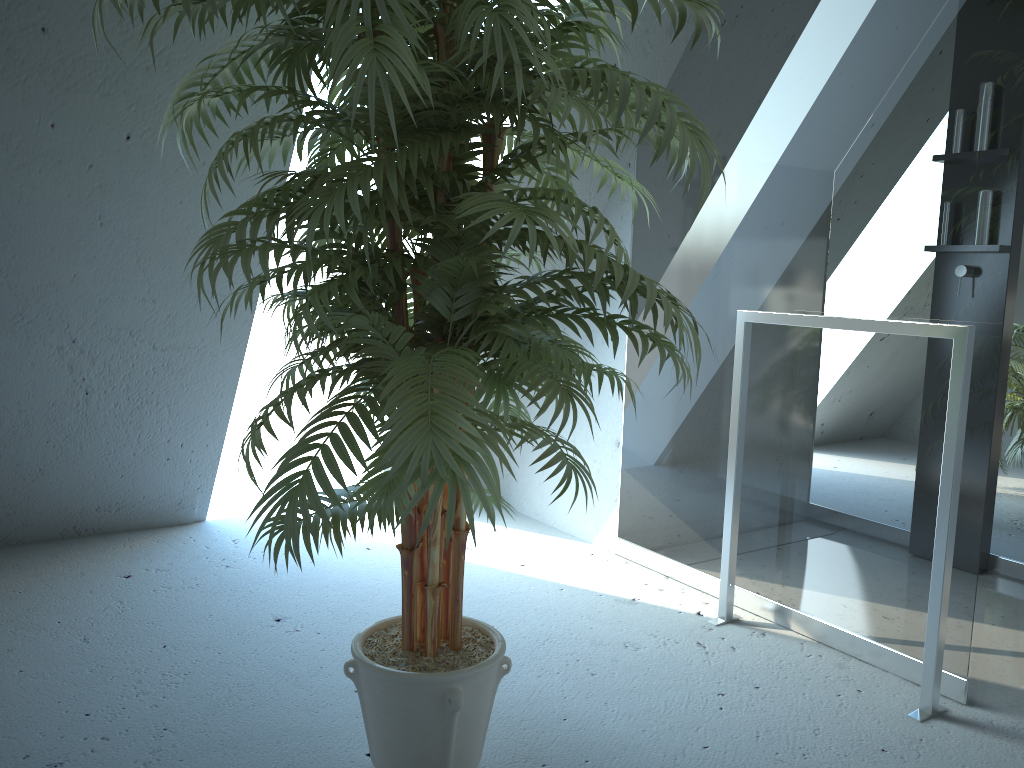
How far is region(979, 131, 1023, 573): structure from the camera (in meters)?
2.82

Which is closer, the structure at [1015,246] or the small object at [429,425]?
the small object at [429,425]

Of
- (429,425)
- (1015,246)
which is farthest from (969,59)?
(429,425)

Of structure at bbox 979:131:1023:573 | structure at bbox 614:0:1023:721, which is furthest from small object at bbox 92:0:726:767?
structure at bbox 979:131:1023:573

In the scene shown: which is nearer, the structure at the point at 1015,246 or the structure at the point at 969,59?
the structure at the point at 969,59

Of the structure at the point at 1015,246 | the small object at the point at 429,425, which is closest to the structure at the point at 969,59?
the structure at the point at 1015,246

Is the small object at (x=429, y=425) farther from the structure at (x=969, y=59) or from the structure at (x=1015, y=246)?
the structure at (x=1015, y=246)

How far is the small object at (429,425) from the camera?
1.1m

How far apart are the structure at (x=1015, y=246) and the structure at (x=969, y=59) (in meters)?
0.02

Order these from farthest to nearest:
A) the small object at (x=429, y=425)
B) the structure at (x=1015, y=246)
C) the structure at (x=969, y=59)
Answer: the structure at (x=1015, y=246) → the structure at (x=969, y=59) → the small object at (x=429, y=425)
